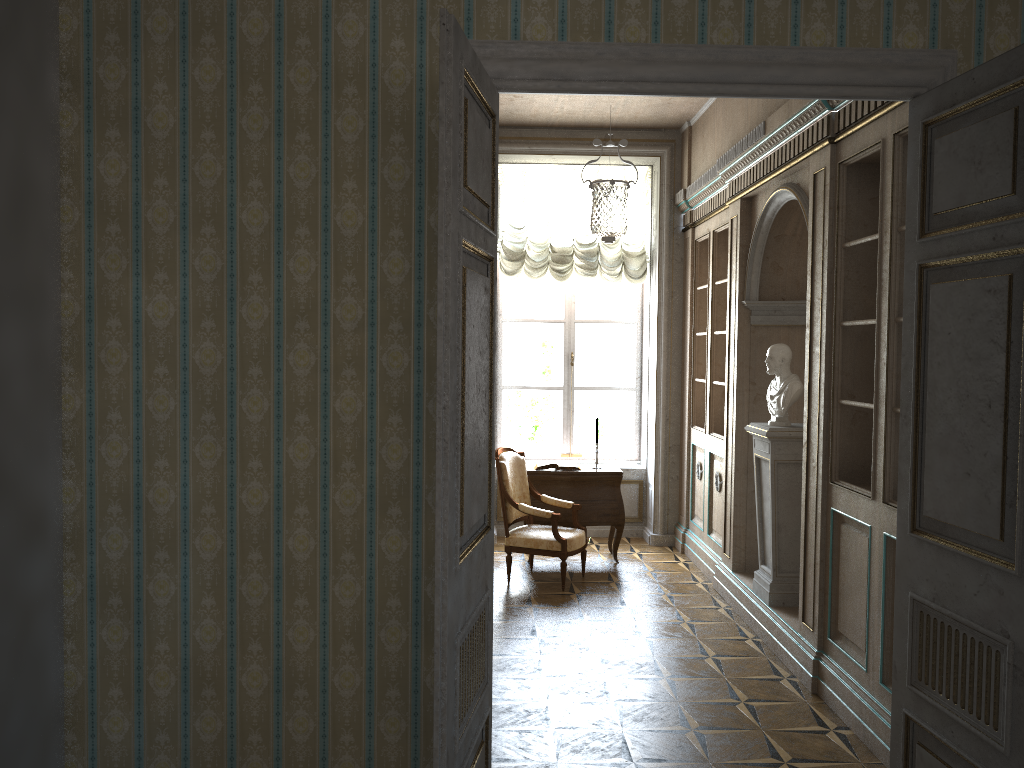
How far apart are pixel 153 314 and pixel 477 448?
1.2 meters

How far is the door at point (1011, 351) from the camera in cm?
250

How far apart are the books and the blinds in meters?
1.8

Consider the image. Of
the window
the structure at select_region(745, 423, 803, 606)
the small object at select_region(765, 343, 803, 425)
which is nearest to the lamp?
the window

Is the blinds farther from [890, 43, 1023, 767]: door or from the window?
[890, 43, 1023, 767]: door

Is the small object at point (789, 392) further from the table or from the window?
the window

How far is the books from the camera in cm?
743

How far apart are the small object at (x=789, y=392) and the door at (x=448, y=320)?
3.1 meters

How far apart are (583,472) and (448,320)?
5.2m

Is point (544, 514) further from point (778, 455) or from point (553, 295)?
point (553, 295)
